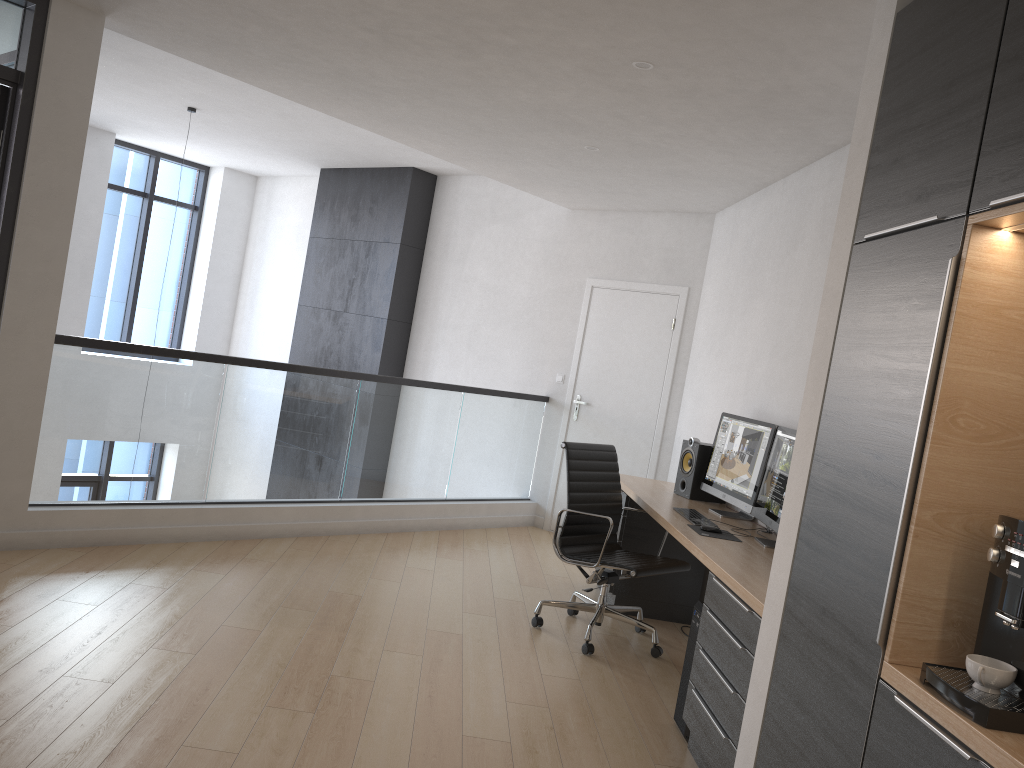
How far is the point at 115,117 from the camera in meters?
8.6

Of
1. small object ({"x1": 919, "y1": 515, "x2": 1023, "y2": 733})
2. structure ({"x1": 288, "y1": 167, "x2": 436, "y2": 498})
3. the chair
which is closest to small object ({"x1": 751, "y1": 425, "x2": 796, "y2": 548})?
the chair

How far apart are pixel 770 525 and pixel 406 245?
5.4 meters

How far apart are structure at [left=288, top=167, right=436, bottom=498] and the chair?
4.02m

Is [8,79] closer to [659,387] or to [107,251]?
[659,387]

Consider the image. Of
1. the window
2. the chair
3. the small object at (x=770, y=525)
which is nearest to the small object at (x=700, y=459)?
the chair

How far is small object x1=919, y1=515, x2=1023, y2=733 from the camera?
1.7m

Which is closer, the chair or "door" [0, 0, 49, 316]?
"door" [0, 0, 49, 316]

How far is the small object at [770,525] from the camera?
4.04m

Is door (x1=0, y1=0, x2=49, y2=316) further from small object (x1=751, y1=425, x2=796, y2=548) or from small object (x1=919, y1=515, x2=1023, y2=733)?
small object (x1=919, y1=515, x2=1023, y2=733)
